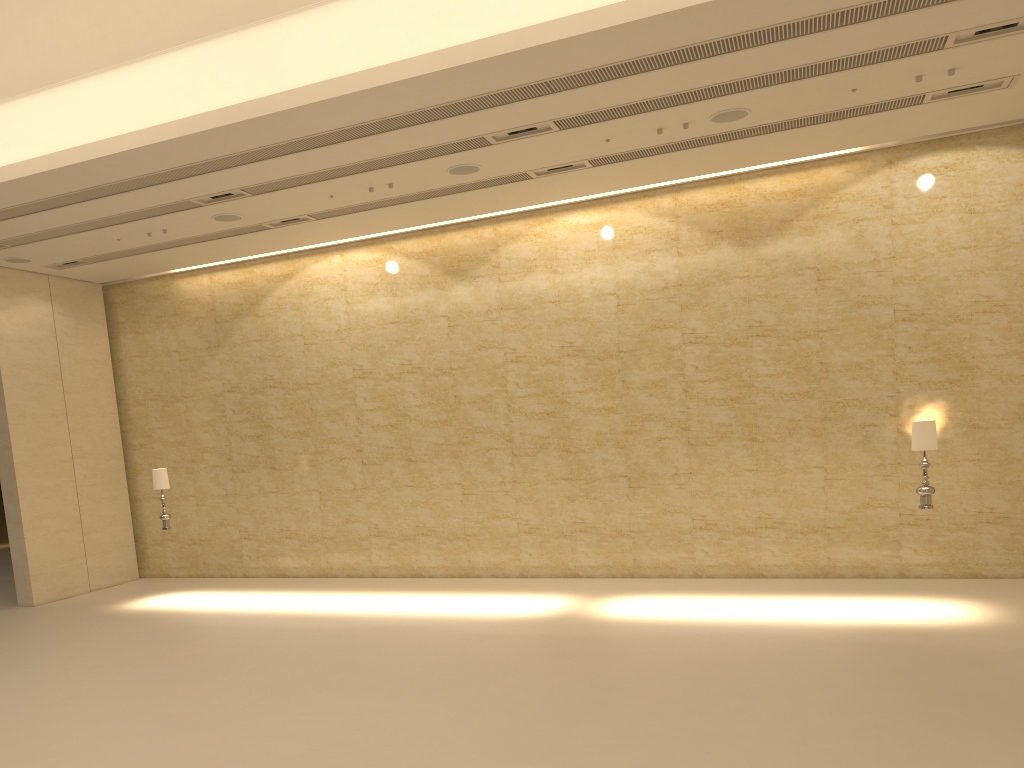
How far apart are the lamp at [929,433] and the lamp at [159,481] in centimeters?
1108cm

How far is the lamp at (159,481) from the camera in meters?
14.0

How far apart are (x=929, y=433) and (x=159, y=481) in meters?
11.3 m

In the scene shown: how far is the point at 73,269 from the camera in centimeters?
1560cm

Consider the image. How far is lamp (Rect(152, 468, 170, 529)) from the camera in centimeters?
1404cm

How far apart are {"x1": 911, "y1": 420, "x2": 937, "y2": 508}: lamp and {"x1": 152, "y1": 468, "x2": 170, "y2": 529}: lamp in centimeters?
1108cm

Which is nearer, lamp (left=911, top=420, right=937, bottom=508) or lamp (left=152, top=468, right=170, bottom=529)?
lamp (left=911, top=420, right=937, bottom=508)

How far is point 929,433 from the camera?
10.45m

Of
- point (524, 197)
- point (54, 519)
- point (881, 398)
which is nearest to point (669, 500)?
point (881, 398)

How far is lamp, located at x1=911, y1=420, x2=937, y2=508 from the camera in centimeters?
1045cm
